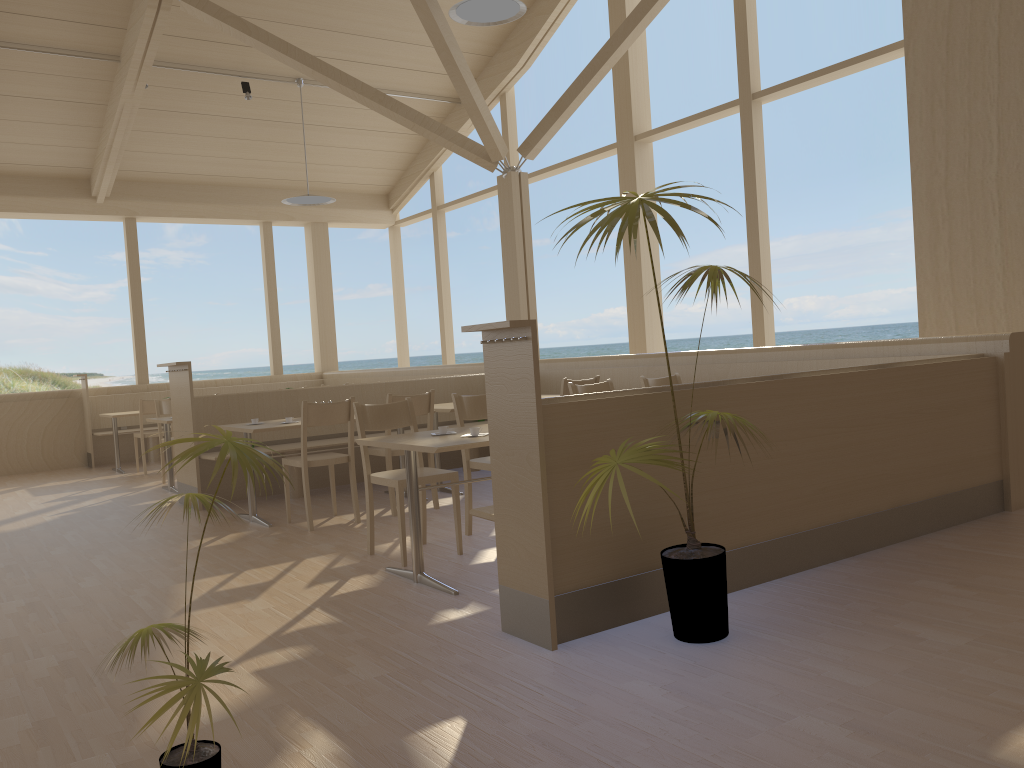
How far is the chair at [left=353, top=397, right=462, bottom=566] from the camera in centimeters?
432cm

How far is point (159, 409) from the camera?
8.3 meters

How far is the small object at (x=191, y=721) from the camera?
1.7 meters

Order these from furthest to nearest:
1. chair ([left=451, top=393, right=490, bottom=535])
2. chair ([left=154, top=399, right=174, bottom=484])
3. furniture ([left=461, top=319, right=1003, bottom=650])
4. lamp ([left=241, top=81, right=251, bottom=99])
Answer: lamp ([left=241, top=81, right=251, bottom=99])
chair ([left=154, top=399, right=174, bottom=484])
chair ([left=451, top=393, right=490, bottom=535])
furniture ([left=461, top=319, right=1003, bottom=650])

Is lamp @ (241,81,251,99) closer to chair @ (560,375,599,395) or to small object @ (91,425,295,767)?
chair @ (560,375,599,395)

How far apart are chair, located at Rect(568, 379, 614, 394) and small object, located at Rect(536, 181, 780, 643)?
2.17m

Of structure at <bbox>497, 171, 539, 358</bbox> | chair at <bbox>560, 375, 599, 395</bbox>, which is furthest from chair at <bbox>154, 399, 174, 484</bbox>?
chair at <bbox>560, 375, 599, 395</bbox>

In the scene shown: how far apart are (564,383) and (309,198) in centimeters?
462cm

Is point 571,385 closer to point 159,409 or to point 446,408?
point 446,408

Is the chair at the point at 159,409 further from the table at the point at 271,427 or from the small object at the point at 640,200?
the small object at the point at 640,200
